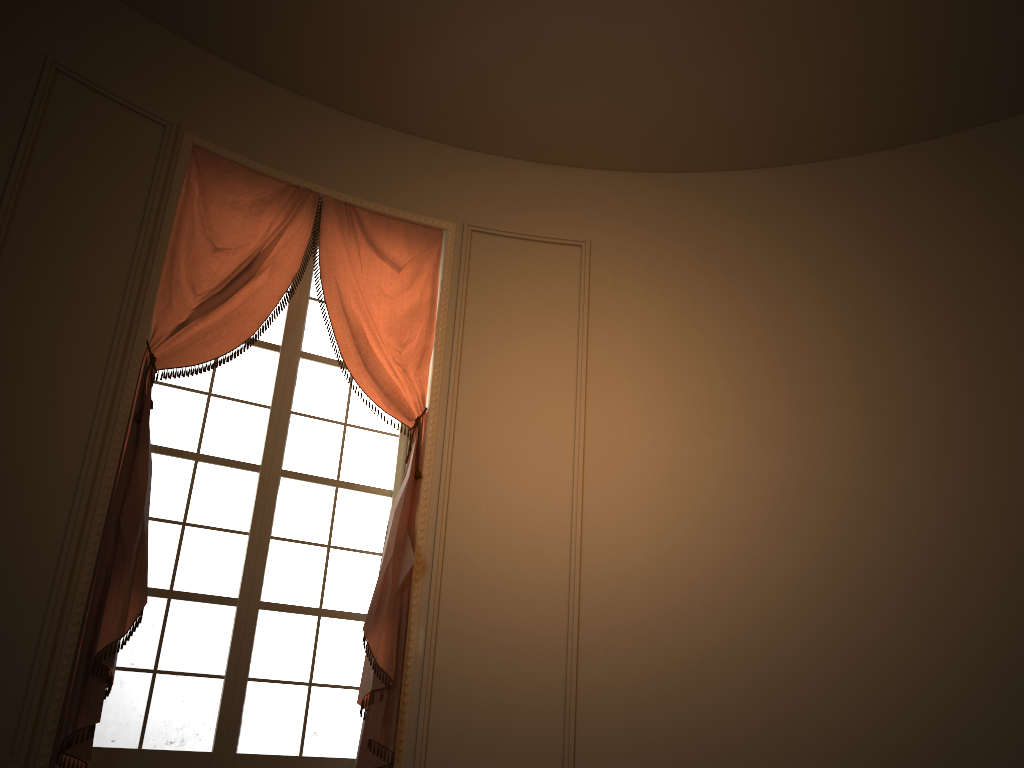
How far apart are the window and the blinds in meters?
0.1

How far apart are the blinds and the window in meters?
0.1

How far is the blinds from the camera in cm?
337

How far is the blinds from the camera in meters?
3.4

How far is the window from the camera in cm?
370

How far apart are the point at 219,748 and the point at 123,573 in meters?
0.9 m

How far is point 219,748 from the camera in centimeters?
370cm

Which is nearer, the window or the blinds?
the blinds

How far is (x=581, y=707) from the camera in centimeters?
403cm

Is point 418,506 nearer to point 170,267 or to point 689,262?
point 170,267
